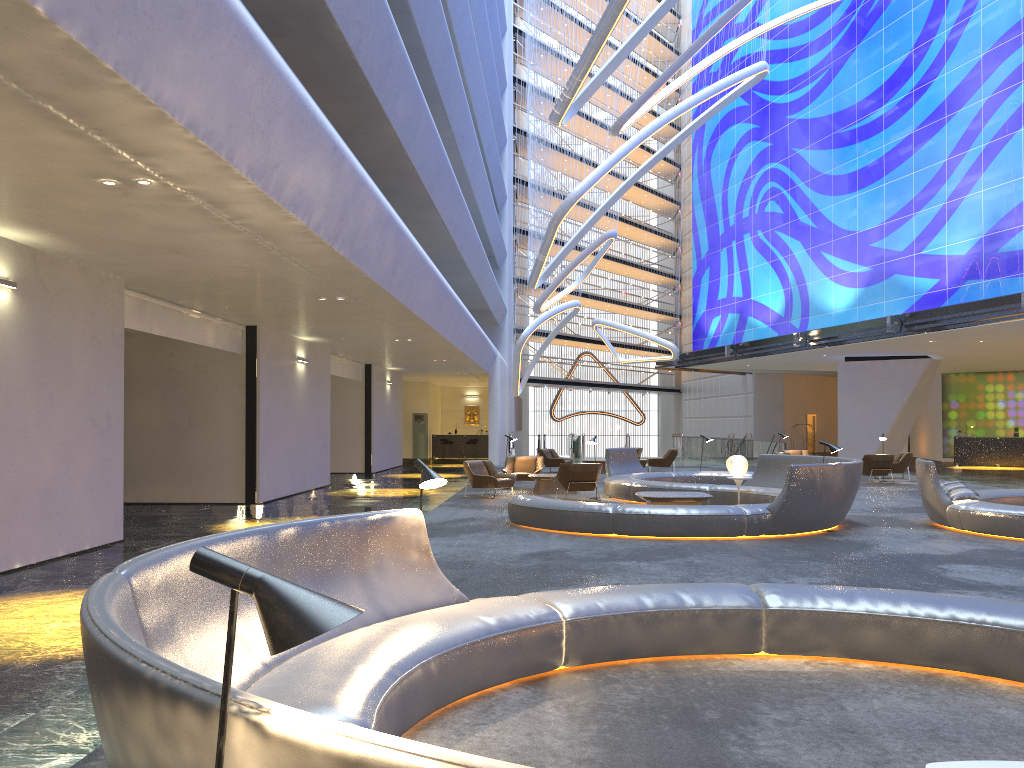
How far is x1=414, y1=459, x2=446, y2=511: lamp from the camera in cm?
548

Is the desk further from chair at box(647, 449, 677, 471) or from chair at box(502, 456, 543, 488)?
chair at box(502, 456, 543, 488)

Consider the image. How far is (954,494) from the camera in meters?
12.7

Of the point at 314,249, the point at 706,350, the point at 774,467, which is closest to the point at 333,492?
the point at 774,467

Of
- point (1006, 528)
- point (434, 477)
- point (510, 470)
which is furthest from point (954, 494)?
point (510, 470)

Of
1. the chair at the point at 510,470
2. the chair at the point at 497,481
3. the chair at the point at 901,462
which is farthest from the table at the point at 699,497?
the chair at the point at 901,462

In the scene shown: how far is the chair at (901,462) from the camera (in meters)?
23.99

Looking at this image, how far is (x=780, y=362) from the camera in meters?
37.7

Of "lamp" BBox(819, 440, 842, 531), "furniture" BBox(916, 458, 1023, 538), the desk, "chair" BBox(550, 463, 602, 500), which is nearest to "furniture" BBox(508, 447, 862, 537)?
"lamp" BBox(819, 440, 842, 531)

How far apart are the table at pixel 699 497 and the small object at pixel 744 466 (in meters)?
1.38
